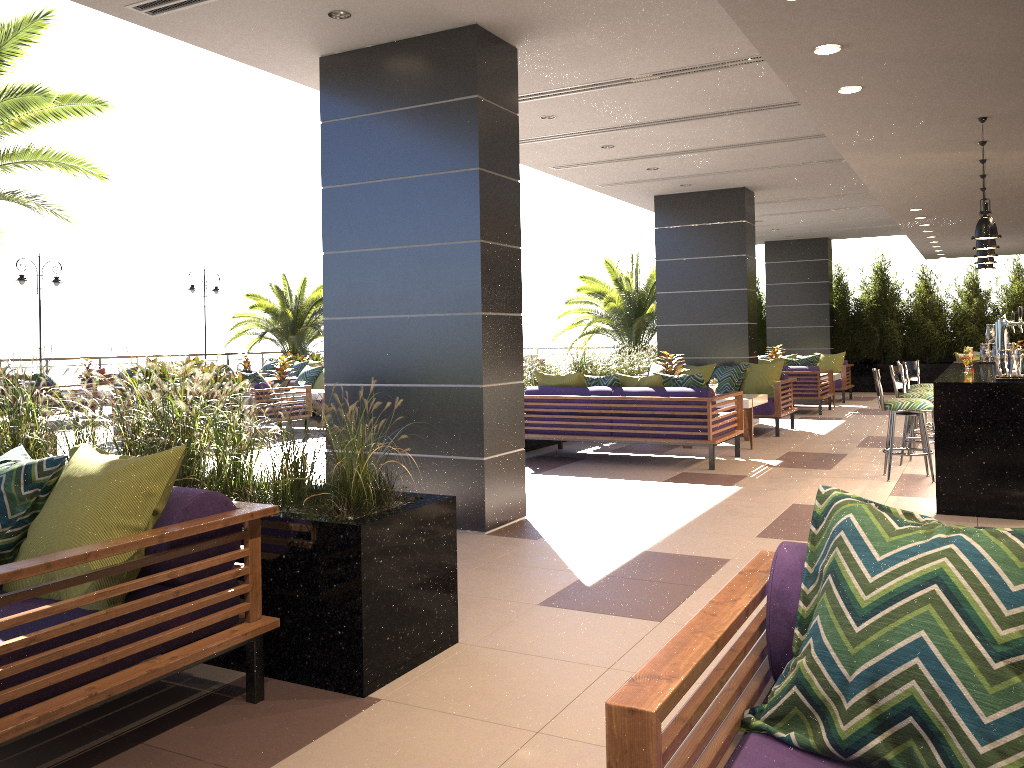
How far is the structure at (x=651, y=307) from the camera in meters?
18.3

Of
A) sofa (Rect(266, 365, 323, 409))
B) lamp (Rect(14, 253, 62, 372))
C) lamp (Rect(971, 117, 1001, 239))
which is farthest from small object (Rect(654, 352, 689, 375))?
lamp (Rect(14, 253, 62, 372))

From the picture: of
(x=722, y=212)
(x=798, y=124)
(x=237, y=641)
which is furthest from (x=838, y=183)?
(x=237, y=641)

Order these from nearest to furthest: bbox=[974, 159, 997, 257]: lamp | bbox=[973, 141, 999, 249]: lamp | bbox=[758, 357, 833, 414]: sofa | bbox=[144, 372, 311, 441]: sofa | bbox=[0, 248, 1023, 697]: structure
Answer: bbox=[0, 248, 1023, 697]: structure
bbox=[973, 141, 999, 249]: lamp
bbox=[974, 159, 997, 257]: lamp
bbox=[144, 372, 311, 441]: sofa
bbox=[758, 357, 833, 414]: sofa

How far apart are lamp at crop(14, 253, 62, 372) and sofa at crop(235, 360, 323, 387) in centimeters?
475cm

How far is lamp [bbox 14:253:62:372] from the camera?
18.6m

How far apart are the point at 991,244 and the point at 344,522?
6.00m

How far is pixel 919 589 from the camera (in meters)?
1.63

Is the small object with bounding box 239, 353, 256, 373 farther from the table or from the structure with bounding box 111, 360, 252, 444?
the table

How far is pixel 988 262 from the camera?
8.5 meters
